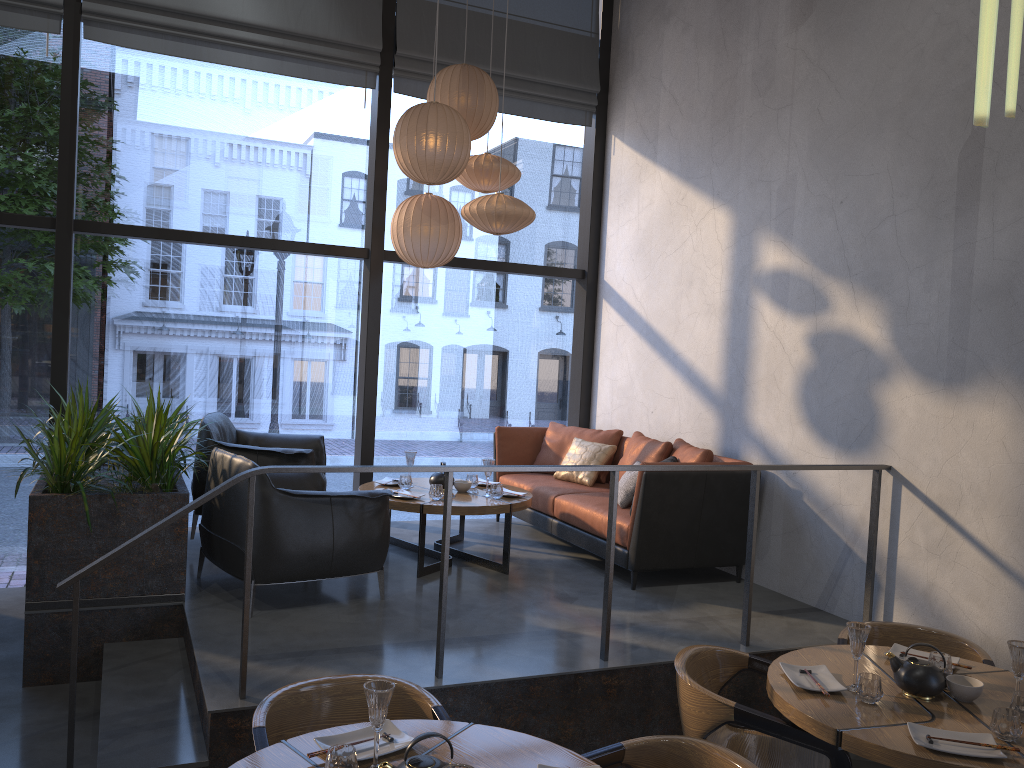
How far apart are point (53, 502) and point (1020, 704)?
4.0m

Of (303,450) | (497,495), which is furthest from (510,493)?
(303,450)

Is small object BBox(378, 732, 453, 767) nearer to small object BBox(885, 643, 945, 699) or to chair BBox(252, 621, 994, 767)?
chair BBox(252, 621, 994, 767)

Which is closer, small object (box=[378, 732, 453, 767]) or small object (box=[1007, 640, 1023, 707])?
small object (box=[378, 732, 453, 767])

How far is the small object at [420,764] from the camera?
2.1m

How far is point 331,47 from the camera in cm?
633

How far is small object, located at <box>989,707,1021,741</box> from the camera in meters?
2.7

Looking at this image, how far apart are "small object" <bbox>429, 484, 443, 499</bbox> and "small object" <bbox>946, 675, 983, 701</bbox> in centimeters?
291cm

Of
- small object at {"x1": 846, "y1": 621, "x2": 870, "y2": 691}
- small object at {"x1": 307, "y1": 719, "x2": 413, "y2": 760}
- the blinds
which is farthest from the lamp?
the blinds

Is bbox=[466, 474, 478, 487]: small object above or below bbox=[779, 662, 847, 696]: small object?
above
